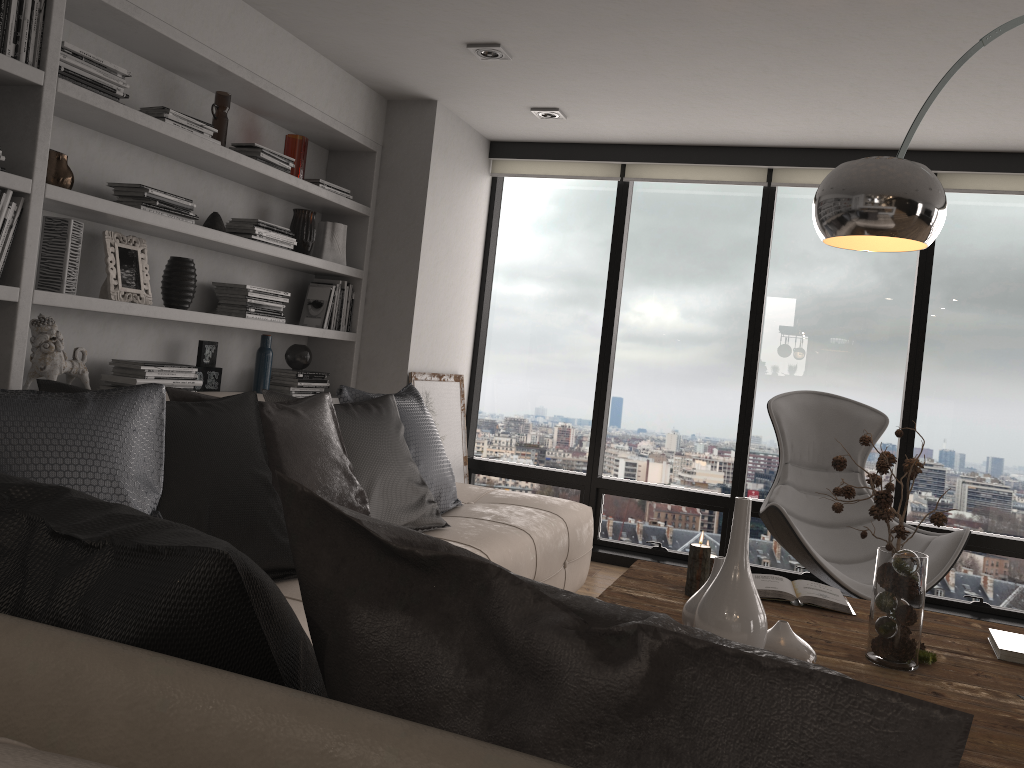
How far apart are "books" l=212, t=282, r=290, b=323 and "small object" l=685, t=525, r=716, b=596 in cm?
227

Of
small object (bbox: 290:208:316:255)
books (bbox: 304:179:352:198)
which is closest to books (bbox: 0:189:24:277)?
small object (bbox: 290:208:316:255)

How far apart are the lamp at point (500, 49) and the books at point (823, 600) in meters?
2.4

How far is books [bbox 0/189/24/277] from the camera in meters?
2.7

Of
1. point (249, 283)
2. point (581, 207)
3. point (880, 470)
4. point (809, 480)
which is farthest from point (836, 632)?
point (581, 207)

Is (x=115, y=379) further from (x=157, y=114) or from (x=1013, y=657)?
(x=1013, y=657)

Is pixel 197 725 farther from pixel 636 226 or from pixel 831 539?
pixel 636 226

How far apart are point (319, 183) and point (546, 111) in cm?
124

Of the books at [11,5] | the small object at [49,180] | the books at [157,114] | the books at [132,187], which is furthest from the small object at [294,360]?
the books at [11,5]

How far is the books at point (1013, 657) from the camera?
2.3 meters
